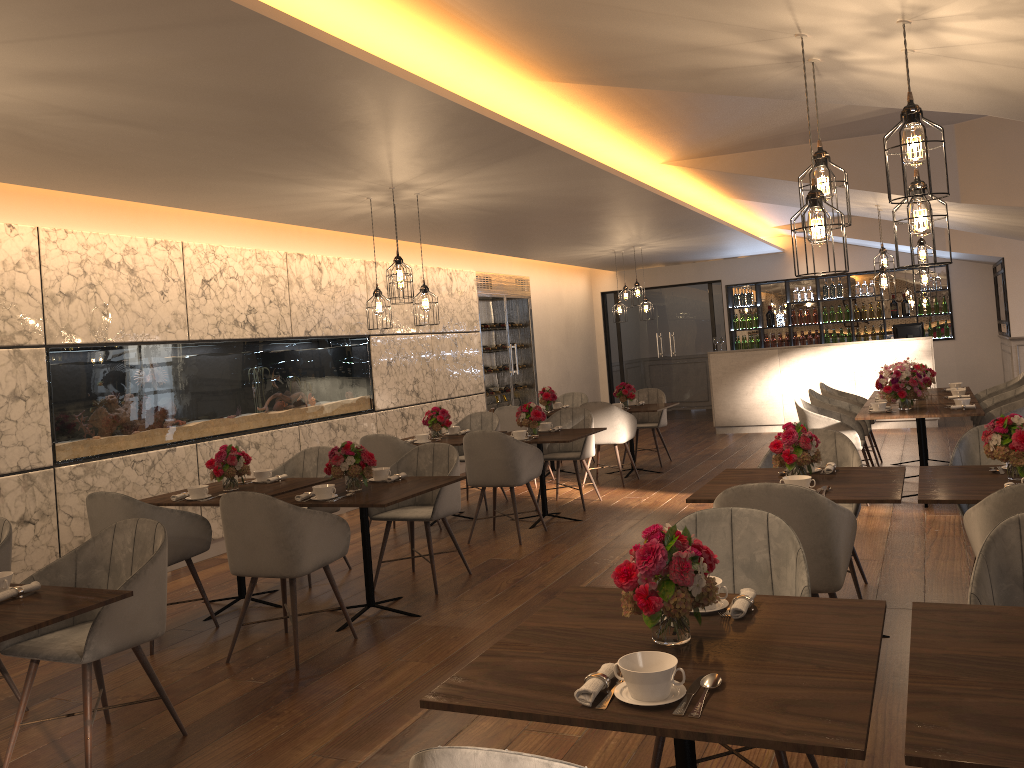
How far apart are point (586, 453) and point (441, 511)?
2.59m

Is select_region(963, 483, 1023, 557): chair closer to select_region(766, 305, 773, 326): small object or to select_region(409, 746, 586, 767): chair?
select_region(409, 746, 586, 767): chair

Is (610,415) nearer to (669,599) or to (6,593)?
(6,593)

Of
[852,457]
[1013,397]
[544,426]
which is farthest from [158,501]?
[1013,397]

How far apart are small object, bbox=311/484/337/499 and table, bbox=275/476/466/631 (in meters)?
0.05

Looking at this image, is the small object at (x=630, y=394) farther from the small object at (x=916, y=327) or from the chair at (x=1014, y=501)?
the chair at (x=1014, y=501)

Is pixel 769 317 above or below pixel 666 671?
above

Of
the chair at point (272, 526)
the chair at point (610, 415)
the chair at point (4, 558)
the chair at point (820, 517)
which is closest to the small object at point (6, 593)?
the chair at point (4, 558)

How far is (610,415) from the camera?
8.9m

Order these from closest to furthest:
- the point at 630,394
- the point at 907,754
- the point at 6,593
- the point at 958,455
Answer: the point at 907,754 → the point at 6,593 → the point at 958,455 → the point at 630,394
